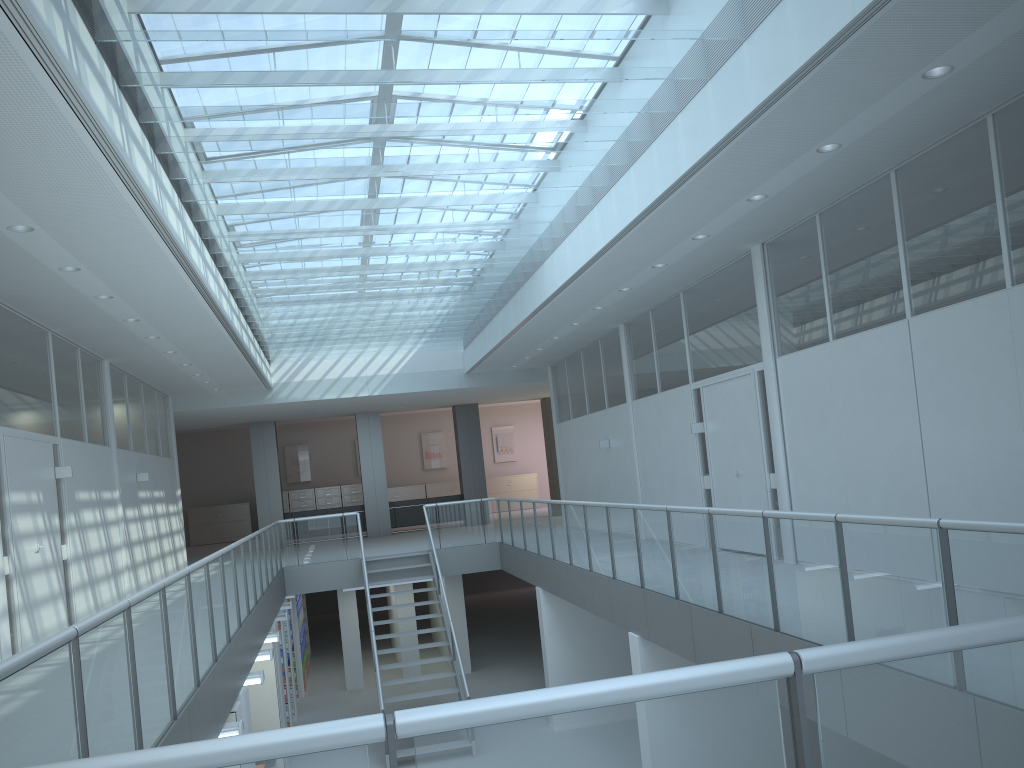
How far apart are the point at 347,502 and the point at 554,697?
23.7m

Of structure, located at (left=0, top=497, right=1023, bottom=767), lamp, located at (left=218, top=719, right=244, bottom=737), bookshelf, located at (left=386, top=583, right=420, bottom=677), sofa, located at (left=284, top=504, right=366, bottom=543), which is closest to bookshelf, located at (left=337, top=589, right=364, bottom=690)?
bookshelf, located at (left=386, top=583, right=420, bottom=677)

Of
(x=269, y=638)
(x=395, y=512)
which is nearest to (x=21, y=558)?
(x=269, y=638)

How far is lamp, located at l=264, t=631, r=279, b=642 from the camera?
10.12m

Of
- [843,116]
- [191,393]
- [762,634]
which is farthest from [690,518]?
[191,393]

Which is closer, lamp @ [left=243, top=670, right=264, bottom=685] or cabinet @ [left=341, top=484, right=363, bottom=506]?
lamp @ [left=243, top=670, right=264, bottom=685]

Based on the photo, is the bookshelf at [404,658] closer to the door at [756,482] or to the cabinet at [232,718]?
the door at [756,482]

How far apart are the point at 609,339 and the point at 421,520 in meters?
8.8

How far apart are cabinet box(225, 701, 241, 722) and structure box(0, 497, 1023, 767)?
0.53m

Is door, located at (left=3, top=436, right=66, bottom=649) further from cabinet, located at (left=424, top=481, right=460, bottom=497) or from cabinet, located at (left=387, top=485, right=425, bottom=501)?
cabinet, located at (left=424, top=481, right=460, bottom=497)
